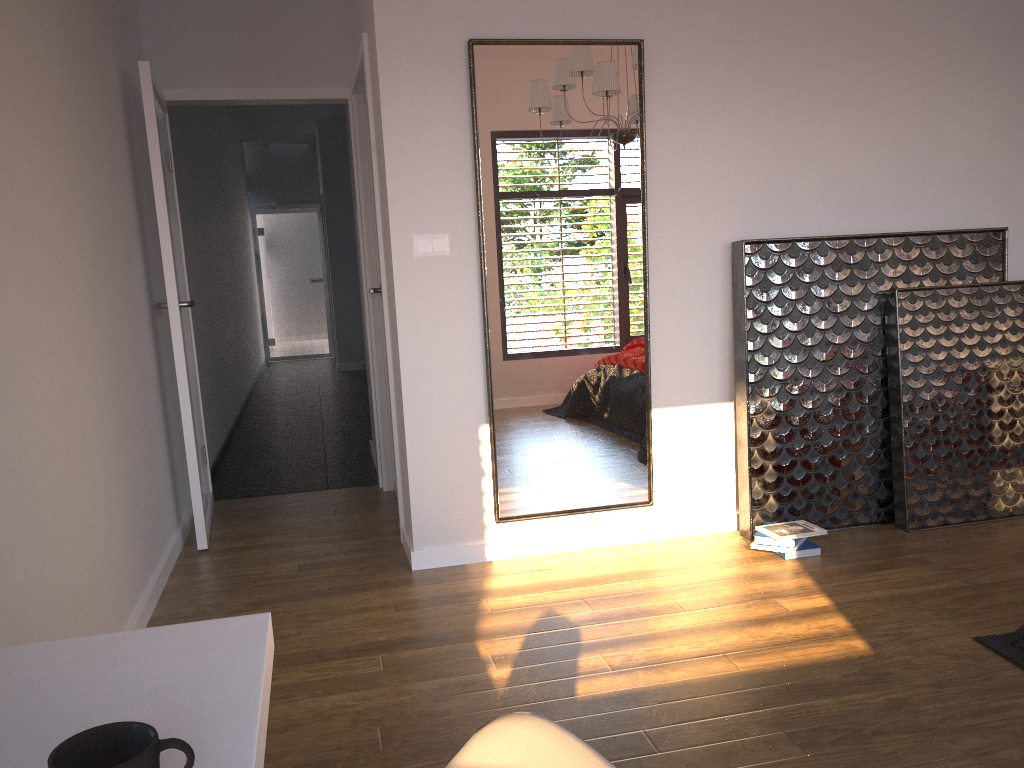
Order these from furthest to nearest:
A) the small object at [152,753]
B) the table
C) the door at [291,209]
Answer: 1. the door at [291,209]
2. the table
3. the small object at [152,753]

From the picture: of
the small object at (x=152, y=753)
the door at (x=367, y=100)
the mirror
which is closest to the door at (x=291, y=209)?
the door at (x=367, y=100)

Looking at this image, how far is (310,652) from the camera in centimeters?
281cm

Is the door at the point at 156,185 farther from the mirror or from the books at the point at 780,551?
the books at the point at 780,551

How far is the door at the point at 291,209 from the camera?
12.2m

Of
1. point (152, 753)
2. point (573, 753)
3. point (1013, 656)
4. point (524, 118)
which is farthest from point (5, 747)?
point (524, 118)

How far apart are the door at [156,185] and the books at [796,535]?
2.37m

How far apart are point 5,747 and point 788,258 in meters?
3.3 m

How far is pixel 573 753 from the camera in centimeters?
59cm

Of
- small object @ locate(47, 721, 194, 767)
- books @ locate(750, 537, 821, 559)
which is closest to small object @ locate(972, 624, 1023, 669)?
books @ locate(750, 537, 821, 559)
